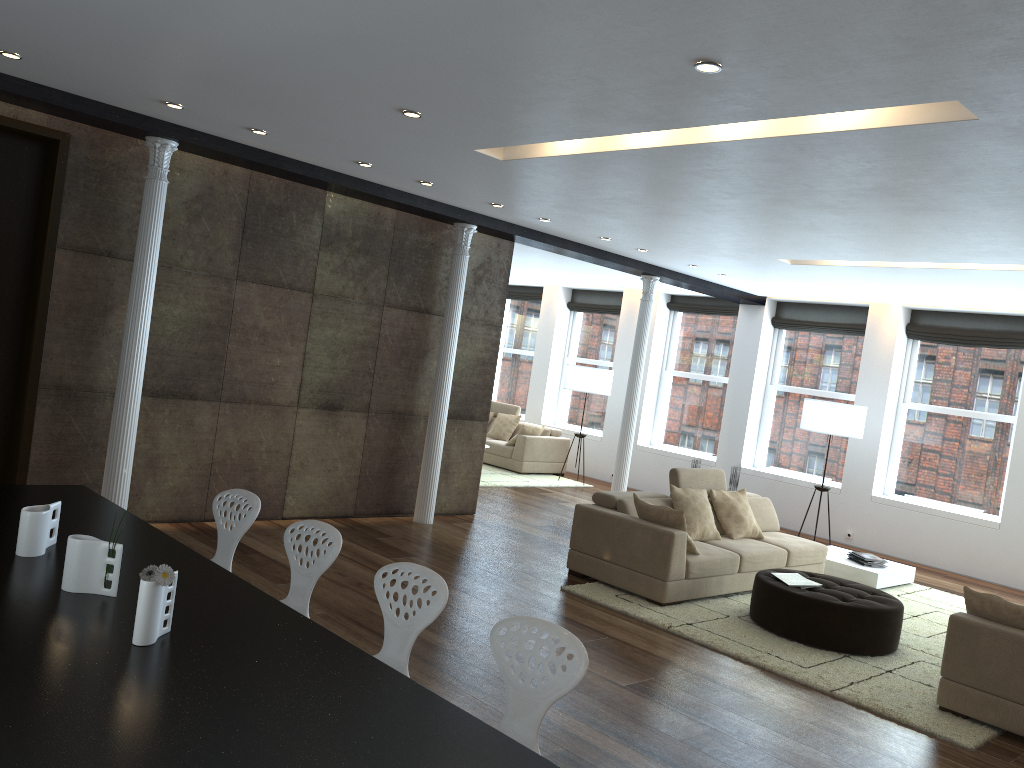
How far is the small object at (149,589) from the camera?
2.5 meters

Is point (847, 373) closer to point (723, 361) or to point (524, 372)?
point (723, 361)

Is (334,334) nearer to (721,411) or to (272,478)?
(272,478)

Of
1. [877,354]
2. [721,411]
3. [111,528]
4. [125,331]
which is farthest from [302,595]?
[721,411]

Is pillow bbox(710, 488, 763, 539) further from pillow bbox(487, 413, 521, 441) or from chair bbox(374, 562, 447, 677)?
pillow bbox(487, 413, 521, 441)

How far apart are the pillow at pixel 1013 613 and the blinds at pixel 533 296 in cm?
1079

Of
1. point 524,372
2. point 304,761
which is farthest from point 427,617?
point 524,372

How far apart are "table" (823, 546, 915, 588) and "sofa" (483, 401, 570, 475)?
4.9 meters

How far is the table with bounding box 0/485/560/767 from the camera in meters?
2.0

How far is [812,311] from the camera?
11.85m
